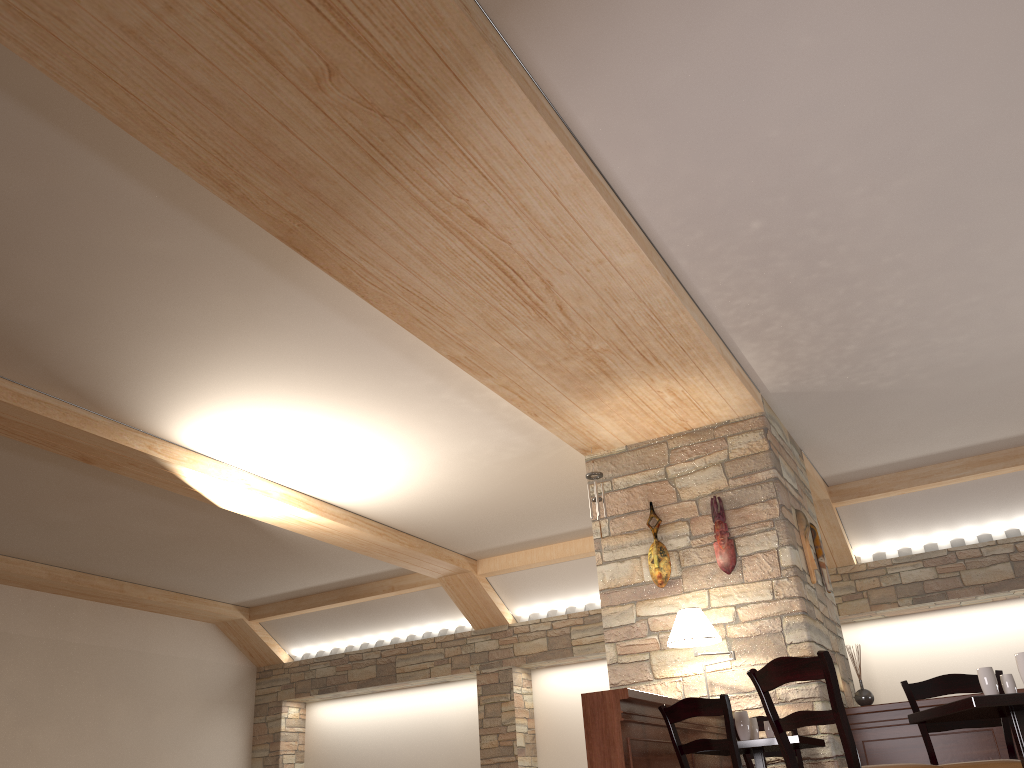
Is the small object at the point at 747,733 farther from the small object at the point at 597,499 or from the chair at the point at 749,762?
the small object at the point at 597,499

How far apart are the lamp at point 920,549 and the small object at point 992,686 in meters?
6.1

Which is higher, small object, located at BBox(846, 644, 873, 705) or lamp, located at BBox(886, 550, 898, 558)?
lamp, located at BBox(886, 550, 898, 558)

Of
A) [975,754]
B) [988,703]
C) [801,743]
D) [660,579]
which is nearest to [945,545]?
[975,754]

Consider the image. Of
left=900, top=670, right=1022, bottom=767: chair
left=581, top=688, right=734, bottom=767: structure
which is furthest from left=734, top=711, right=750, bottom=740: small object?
left=900, top=670, right=1022, bottom=767: chair

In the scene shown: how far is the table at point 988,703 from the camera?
3.3m

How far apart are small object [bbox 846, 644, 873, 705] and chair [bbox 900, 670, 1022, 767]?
2.3m

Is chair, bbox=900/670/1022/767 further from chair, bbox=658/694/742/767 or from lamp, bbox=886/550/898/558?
lamp, bbox=886/550/898/558

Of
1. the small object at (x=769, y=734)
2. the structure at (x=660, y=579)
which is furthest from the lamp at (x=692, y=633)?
the small object at (x=769, y=734)

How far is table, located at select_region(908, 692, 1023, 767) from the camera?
3.3 meters
